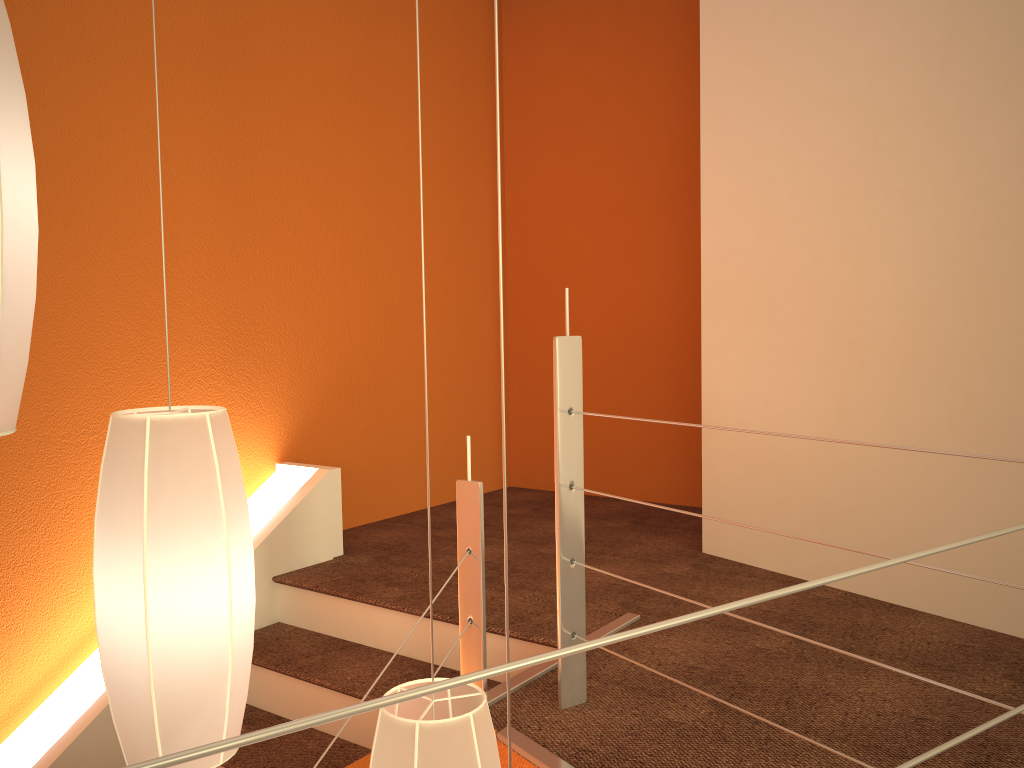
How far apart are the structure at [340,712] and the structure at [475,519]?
0.2m

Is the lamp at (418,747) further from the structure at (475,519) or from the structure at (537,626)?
the structure at (537,626)

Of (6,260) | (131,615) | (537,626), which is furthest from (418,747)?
(537,626)

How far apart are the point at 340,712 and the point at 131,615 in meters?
0.8 m

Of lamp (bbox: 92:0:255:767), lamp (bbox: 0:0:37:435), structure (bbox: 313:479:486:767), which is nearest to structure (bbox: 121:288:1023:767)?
structure (bbox: 313:479:486:767)

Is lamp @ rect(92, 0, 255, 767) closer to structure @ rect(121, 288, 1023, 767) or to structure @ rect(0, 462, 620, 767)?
structure @ rect(121, 288, 1023, 767)

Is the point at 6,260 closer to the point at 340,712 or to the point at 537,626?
the point at 340,712

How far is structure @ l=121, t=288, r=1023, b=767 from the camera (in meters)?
0.41

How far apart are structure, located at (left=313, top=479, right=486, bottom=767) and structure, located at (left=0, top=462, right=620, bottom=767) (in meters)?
0.37

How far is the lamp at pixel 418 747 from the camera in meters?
1.1
